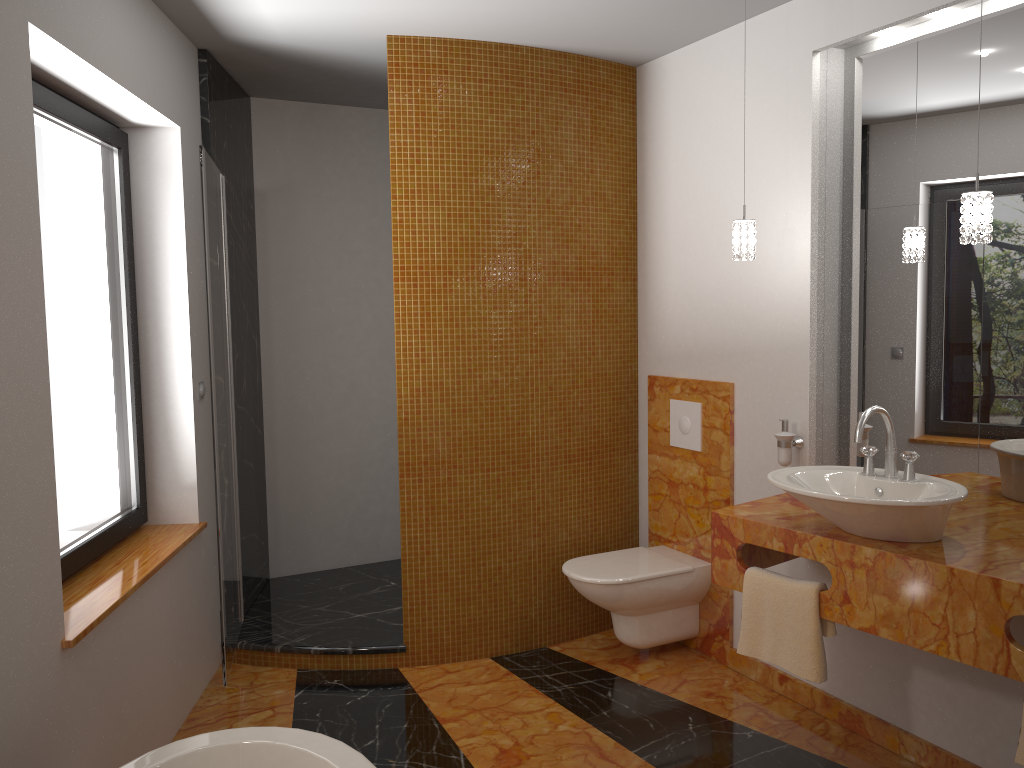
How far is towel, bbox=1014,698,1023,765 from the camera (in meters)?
2.04

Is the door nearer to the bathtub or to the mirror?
the bathtub

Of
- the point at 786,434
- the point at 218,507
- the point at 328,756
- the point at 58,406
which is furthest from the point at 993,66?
the point at 58,406

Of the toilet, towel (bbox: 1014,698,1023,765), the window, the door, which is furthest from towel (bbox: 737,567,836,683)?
the window

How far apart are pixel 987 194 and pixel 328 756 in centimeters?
211cm

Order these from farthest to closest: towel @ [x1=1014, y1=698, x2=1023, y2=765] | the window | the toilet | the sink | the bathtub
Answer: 1. the toilet
2. the window
3. the sink
4. towel @ [x1=1014, y1=698, x2=1023, y2=765]
5. the bathtub

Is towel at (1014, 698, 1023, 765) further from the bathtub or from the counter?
the bathtub

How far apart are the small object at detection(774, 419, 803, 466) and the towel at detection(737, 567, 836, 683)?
0.6 meters

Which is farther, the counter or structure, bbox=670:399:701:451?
structure, bbox=670:399:701:451

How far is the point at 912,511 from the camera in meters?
2.3
